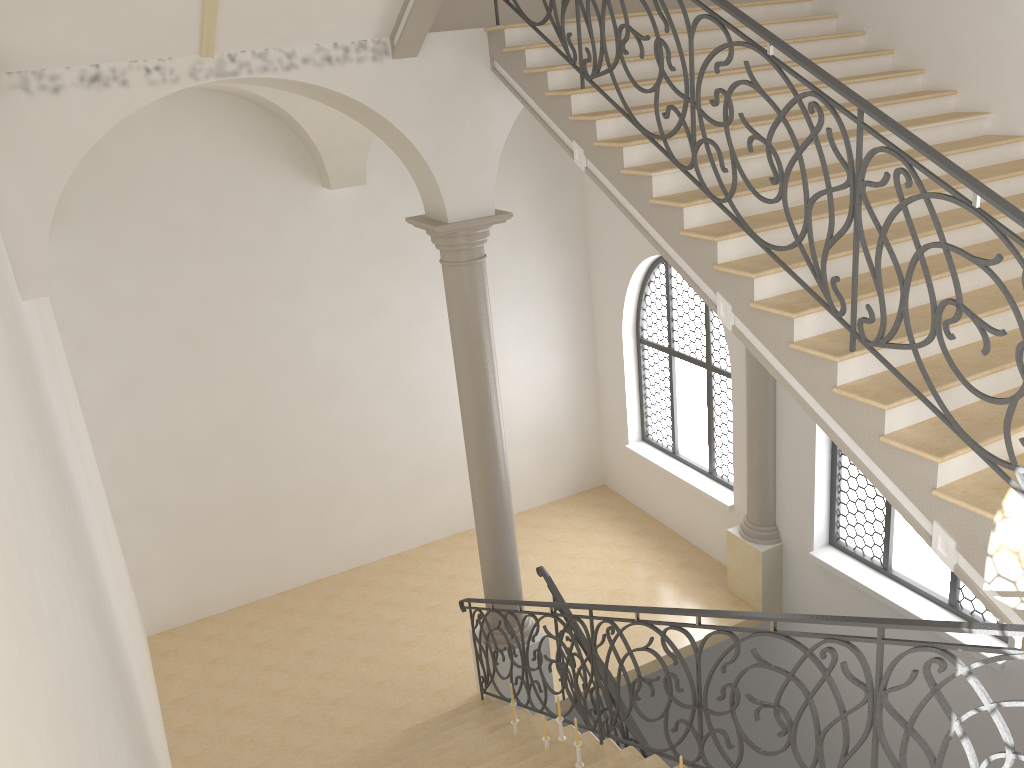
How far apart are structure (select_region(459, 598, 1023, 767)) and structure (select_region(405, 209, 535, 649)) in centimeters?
25cm

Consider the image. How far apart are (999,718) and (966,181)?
2.0 meters

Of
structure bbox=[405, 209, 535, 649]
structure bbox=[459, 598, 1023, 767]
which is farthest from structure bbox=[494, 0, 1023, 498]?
structure bbox=[405, 209, 535, 649]

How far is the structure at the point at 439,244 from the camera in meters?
7.3

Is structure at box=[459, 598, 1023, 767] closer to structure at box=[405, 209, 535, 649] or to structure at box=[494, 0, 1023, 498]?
structure at box=[405, 209, 535, 649]

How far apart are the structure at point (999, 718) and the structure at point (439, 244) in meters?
0.2

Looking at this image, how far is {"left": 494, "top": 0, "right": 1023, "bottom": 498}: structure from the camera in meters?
3.6 m

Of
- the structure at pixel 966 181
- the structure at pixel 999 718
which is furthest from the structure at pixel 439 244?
the structure at pixel 966 181

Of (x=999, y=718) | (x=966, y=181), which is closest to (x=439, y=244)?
(x=966, y=181)

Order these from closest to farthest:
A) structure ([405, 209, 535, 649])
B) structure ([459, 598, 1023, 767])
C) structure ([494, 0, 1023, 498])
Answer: structure ([459, 598, 1023, 767])
structure ([494, 0, 1023, 498])
structure ([405, 209, 535, 649])
